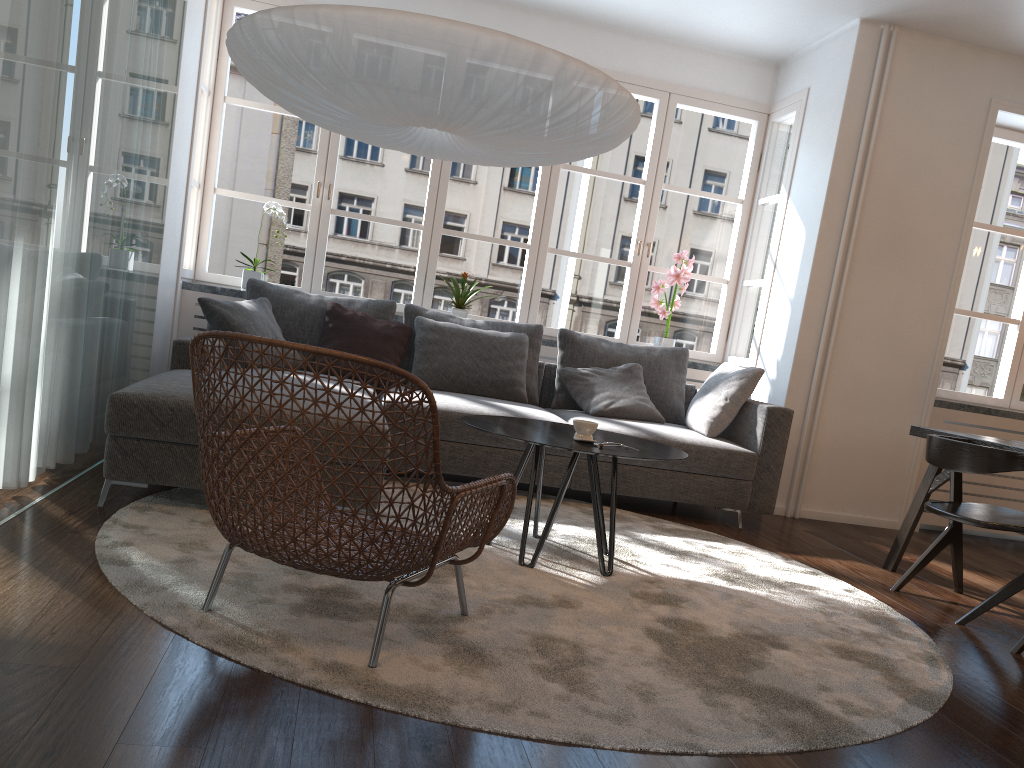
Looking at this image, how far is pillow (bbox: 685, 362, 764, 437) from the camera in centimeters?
466cm

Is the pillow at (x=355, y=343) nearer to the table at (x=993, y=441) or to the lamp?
the lamp

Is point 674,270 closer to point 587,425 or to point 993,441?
point 993,441

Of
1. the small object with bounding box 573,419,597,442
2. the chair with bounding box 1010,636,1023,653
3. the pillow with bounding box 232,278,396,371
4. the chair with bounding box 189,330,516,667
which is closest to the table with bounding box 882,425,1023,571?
the chair with bounding box 1010,636,1023,653

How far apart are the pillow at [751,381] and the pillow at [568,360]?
0.3m

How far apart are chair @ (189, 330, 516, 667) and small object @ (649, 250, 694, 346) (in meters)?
3.49

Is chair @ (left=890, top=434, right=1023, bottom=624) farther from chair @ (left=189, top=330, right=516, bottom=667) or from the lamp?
chair @ (left=189, top=330, right=516, bottom=667)

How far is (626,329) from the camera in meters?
5.9 m

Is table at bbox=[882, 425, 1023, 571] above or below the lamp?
below

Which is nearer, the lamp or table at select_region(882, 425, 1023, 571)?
the lamp
